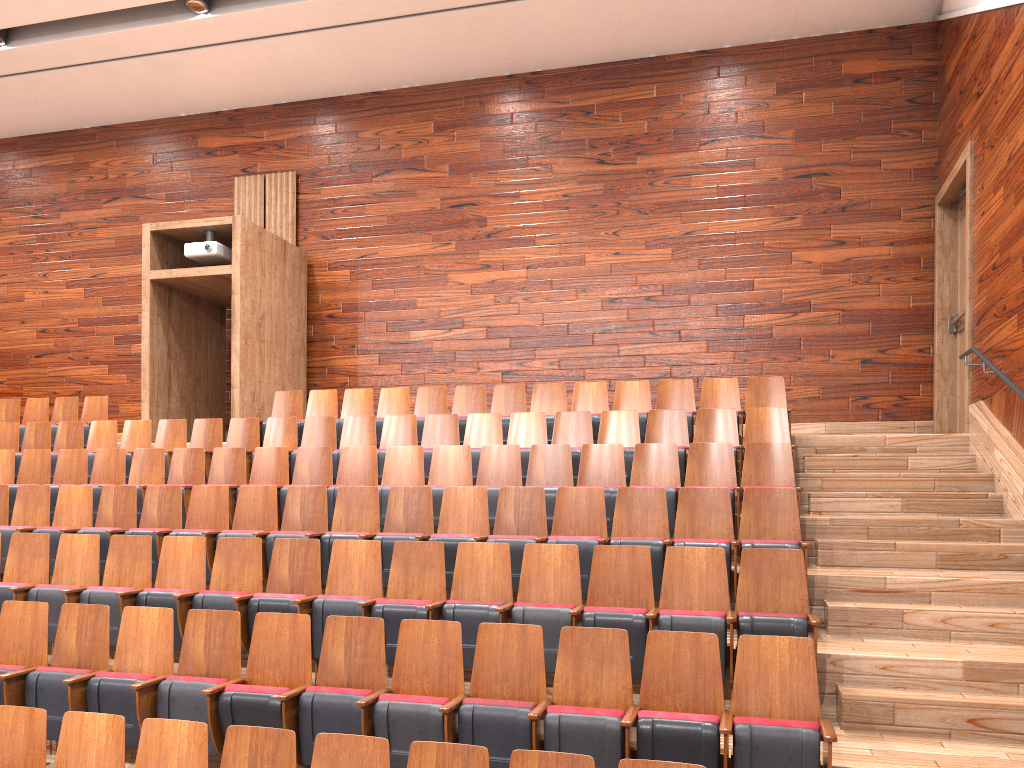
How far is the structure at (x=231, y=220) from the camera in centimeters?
92cm

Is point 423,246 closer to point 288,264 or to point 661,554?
point 288,264

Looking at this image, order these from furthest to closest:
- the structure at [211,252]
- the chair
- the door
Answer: the structure at [211,252] → the door → the chair

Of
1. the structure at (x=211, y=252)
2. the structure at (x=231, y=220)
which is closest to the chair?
the structure at (x=231, y=220)

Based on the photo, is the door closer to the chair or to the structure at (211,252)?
the chair

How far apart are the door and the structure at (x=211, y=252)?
0.7 meters

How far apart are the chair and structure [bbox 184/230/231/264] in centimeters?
17cm

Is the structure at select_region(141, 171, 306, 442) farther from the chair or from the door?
the door

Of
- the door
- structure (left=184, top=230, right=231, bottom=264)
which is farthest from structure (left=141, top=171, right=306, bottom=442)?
the door

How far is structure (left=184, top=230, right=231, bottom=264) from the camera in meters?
0.9
